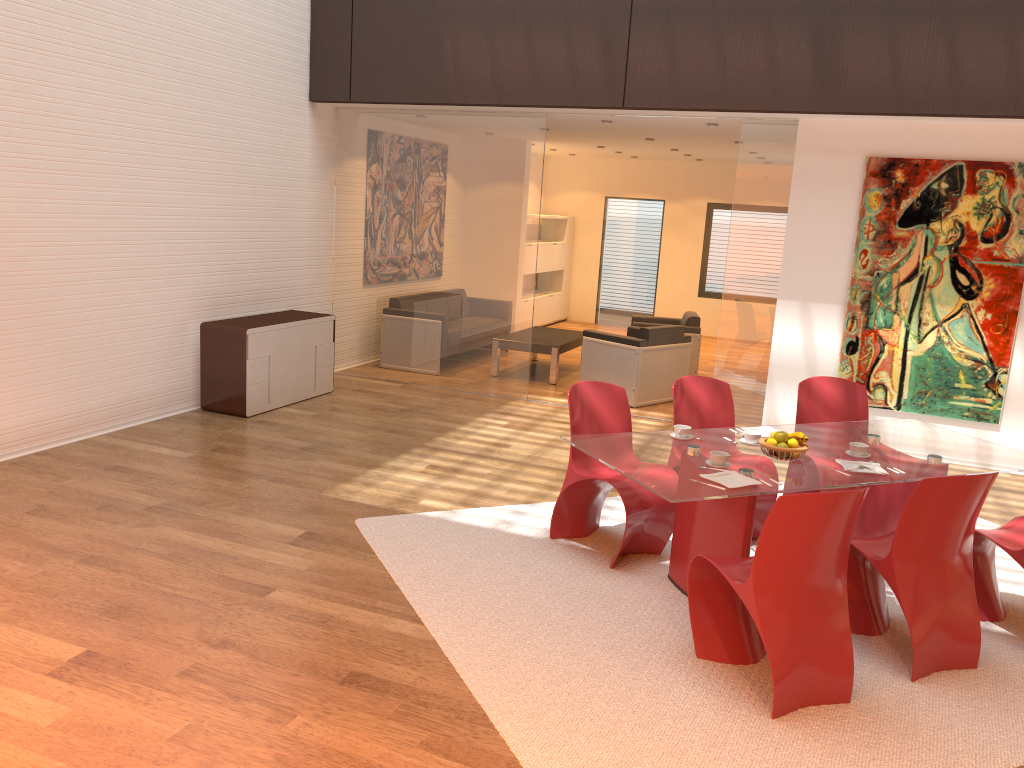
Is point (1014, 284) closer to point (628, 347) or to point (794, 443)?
point (628, 347)

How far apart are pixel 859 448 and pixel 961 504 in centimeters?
77cm

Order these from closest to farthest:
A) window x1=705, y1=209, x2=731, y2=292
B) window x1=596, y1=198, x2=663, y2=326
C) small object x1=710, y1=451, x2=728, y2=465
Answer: small object x1=710, y1=451, x2=728, y2=465, window x1=705, y1=209, x2=731, y2=292, window x1=596, y1=198, x2=663, y2=326

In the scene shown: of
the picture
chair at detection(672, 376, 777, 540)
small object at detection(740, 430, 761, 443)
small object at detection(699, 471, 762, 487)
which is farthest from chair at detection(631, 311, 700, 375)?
small object at detection(699, 471, 762, 487)

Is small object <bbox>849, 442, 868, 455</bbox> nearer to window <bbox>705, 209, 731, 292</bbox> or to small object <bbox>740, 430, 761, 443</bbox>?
small object <bbox>740, 430, 761, 443</bbox>

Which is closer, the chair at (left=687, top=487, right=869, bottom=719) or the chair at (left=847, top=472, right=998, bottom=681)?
the chair at (left=687, top=487, right=869, bottom=719)

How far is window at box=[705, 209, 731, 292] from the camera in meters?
14.0

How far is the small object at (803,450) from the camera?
4.2 meters

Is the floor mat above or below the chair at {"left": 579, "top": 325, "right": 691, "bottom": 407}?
below

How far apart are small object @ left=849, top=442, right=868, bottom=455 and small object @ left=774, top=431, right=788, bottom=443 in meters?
0.4
